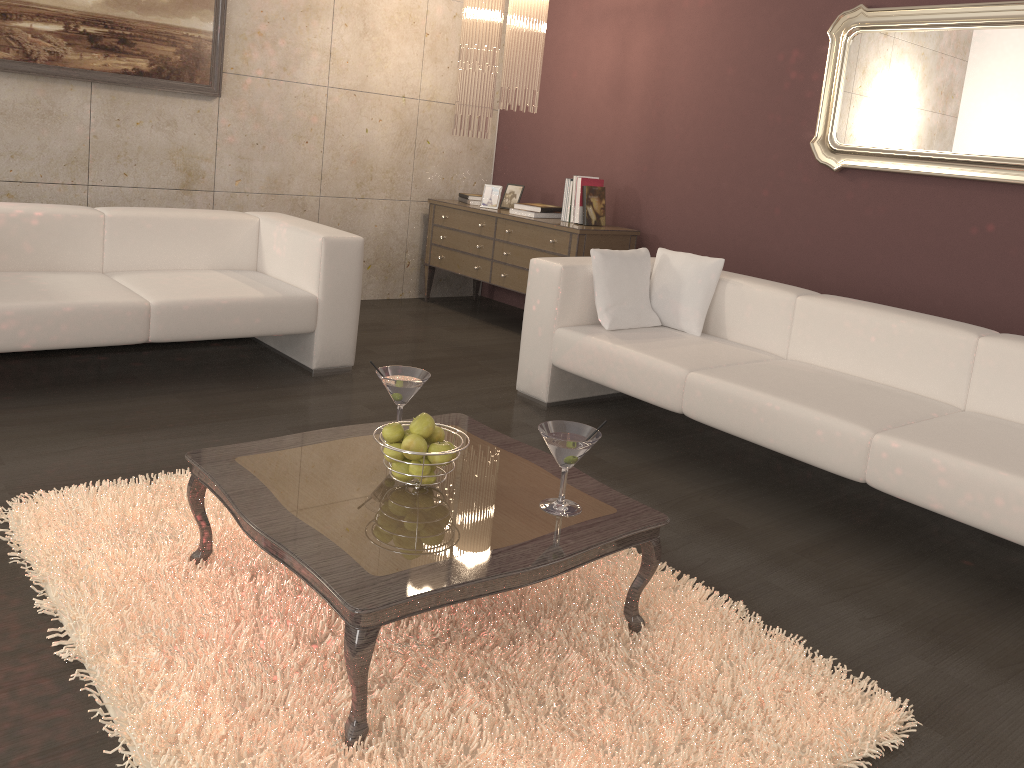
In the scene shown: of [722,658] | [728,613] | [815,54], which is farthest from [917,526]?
[815,54]

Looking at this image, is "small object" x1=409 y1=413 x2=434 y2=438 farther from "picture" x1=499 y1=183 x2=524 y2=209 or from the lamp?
"picture" x1=499 y1=183 x2=524 y2=209

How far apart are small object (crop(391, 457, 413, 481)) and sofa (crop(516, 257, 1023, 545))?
1.5m

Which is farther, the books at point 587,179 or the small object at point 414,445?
the books at point 587,179

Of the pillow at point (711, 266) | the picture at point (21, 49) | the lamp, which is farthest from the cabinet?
the picture at point (21, 49)

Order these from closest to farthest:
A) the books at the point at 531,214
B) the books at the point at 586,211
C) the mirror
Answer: the mirror, the books at the point at 586,211, the books at the point at 531,214

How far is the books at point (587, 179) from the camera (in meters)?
5.20

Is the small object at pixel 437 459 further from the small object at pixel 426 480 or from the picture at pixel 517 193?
the picture at pixel 517 193

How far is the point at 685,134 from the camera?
5.1m

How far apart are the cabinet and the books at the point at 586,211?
0.1 meters
